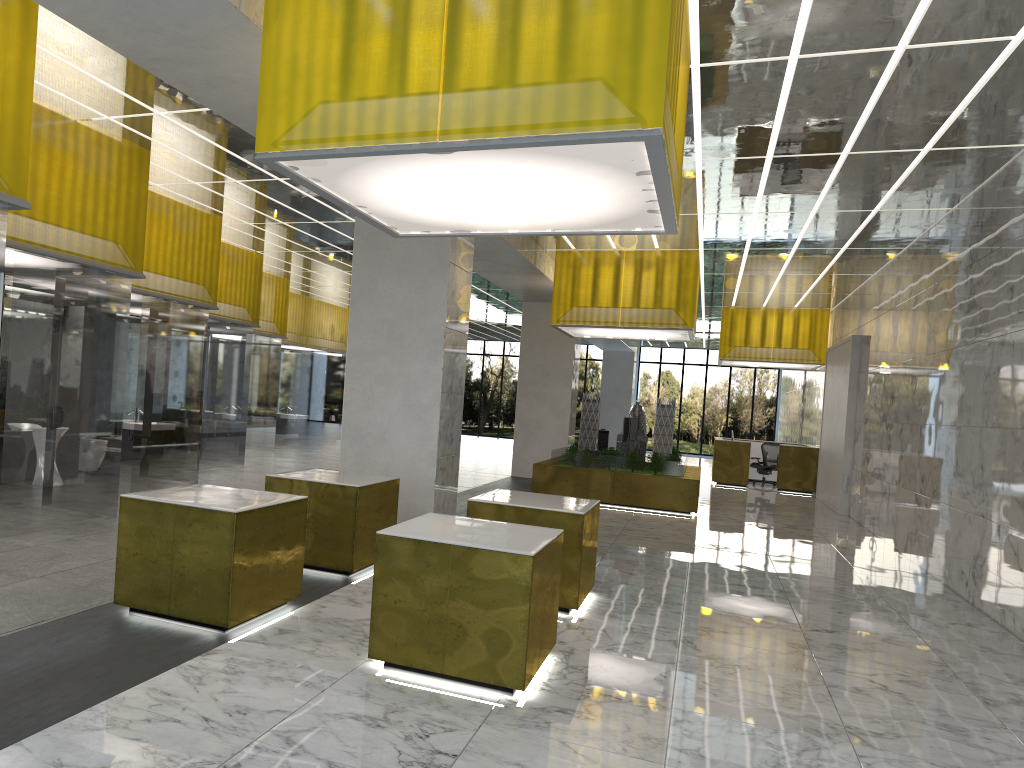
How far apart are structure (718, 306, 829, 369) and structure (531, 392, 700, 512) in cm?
643

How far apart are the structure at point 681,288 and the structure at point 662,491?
1.7m

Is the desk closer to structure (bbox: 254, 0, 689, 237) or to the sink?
the sink

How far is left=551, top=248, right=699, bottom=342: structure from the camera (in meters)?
20.30

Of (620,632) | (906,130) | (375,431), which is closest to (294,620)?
(620,632)

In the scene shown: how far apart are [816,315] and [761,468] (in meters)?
5.83

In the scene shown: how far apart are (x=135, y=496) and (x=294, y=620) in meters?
1.8

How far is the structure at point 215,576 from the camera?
7.35m

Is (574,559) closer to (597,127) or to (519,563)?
(519,563)

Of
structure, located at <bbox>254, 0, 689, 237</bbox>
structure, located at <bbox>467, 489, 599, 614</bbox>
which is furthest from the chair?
structure, located at <bbox>254, 0, 689, 237</bbox>
